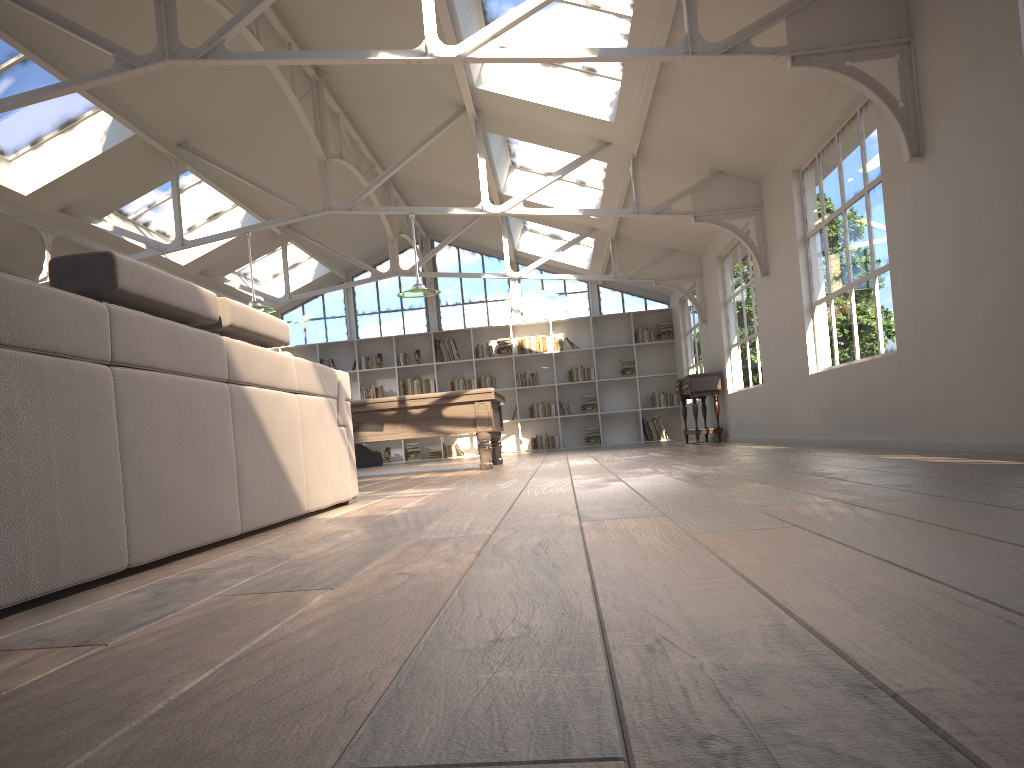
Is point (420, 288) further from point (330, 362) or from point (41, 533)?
point (330, 362)

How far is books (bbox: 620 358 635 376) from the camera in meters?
15.9

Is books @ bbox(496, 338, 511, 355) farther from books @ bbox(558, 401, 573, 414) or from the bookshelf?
books @ bbox(558, 401, 573, 414)

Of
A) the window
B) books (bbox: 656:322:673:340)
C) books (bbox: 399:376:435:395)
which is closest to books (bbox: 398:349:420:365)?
books (bbox: 399:376:435:395)

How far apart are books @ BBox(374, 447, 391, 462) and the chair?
1.4m

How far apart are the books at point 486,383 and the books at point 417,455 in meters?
1.7 m

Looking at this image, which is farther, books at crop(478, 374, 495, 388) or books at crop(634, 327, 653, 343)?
books at crop(478, 374, 495, 388)

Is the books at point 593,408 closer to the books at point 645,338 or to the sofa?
the books at point 645,338

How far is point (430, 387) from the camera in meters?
16.1

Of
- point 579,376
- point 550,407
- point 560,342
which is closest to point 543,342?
point 560,342
